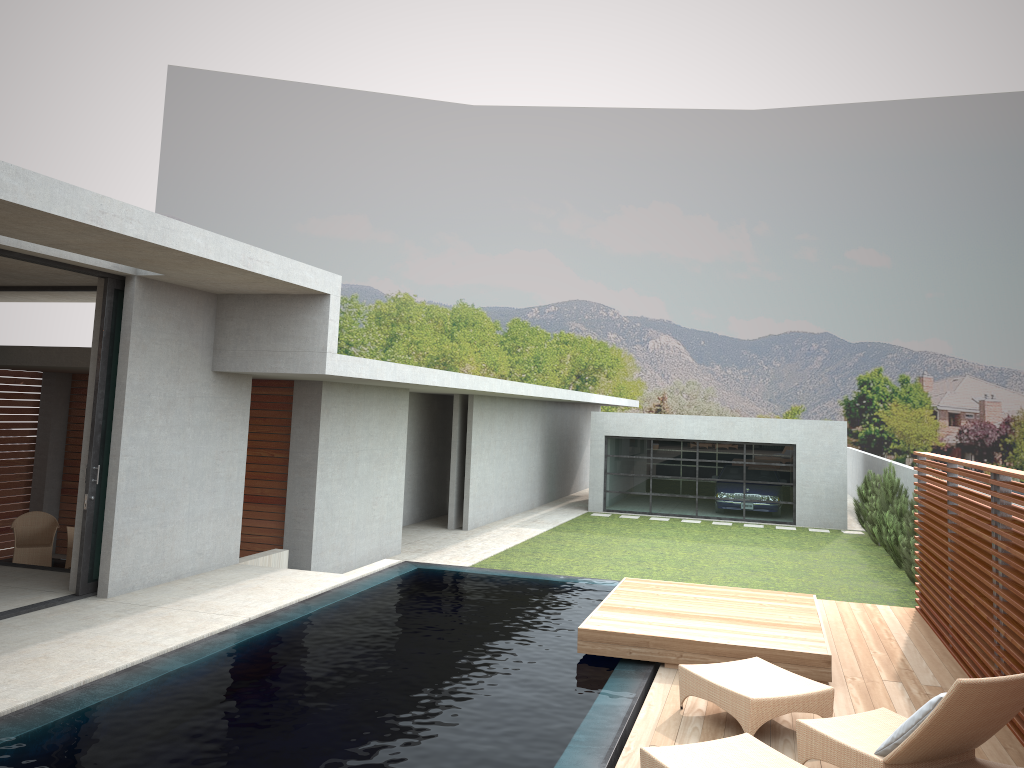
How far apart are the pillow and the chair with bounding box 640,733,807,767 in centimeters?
53cm

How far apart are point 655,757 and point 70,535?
10.6m

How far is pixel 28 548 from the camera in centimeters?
1242cm

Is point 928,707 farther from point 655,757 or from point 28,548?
point 28,548

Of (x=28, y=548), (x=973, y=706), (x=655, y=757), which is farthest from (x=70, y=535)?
(x=973, y=706)

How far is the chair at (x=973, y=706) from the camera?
4.5 meters

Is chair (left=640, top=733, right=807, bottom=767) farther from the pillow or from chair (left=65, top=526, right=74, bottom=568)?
chair (left=65, top=526, right=74, bottom=568)

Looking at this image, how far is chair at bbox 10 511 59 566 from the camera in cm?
1242

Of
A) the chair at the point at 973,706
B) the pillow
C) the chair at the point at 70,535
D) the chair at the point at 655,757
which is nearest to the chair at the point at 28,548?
the chair at the point at 70,535

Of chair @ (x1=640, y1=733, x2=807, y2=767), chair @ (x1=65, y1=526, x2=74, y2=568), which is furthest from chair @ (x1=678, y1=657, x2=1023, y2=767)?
chair @ (x1=65, y1=526, x2=74, y2=568)
